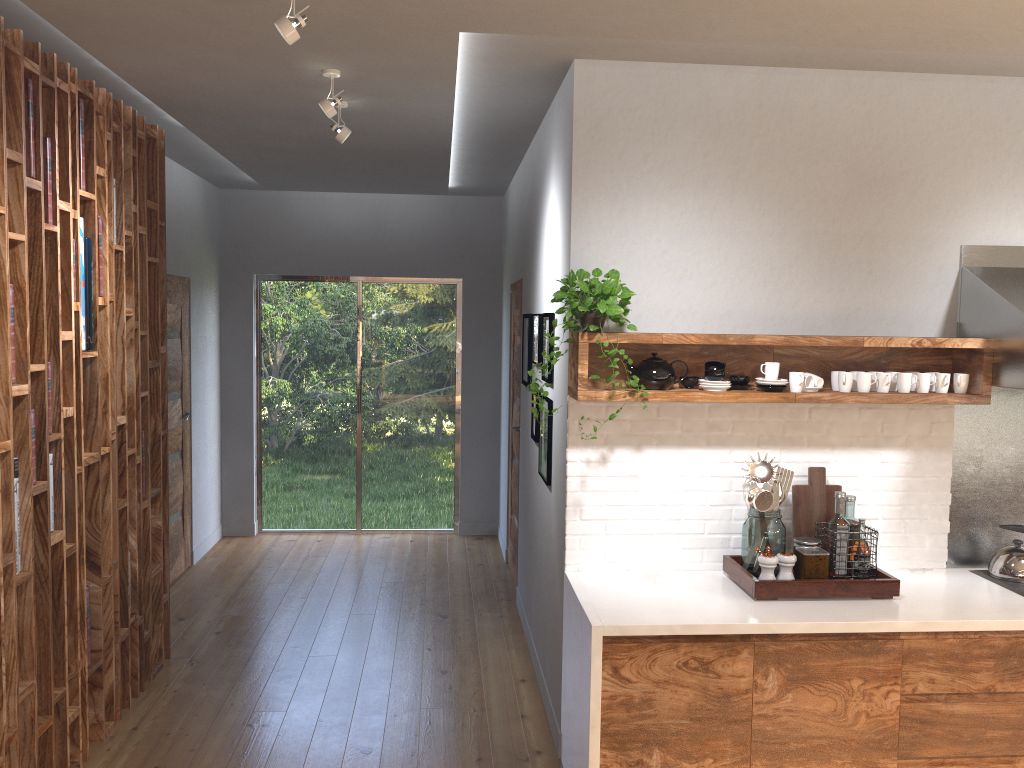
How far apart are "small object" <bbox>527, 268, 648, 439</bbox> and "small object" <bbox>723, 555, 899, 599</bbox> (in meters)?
0.83

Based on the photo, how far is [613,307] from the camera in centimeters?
318cm

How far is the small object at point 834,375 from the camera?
3.5m

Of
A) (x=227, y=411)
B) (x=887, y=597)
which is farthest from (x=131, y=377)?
(x=887, y=597)

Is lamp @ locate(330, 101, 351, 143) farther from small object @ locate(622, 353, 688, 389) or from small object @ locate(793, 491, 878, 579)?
small object @ locate(793, 491, 878, 579)

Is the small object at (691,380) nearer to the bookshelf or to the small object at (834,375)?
the small object at (834,375)

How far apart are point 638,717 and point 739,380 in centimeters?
130cm

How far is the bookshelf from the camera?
2.9 meters

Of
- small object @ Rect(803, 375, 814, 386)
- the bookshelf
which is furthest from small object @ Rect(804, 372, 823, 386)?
the bookshelf

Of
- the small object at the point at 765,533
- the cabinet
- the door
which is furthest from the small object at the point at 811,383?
the door
